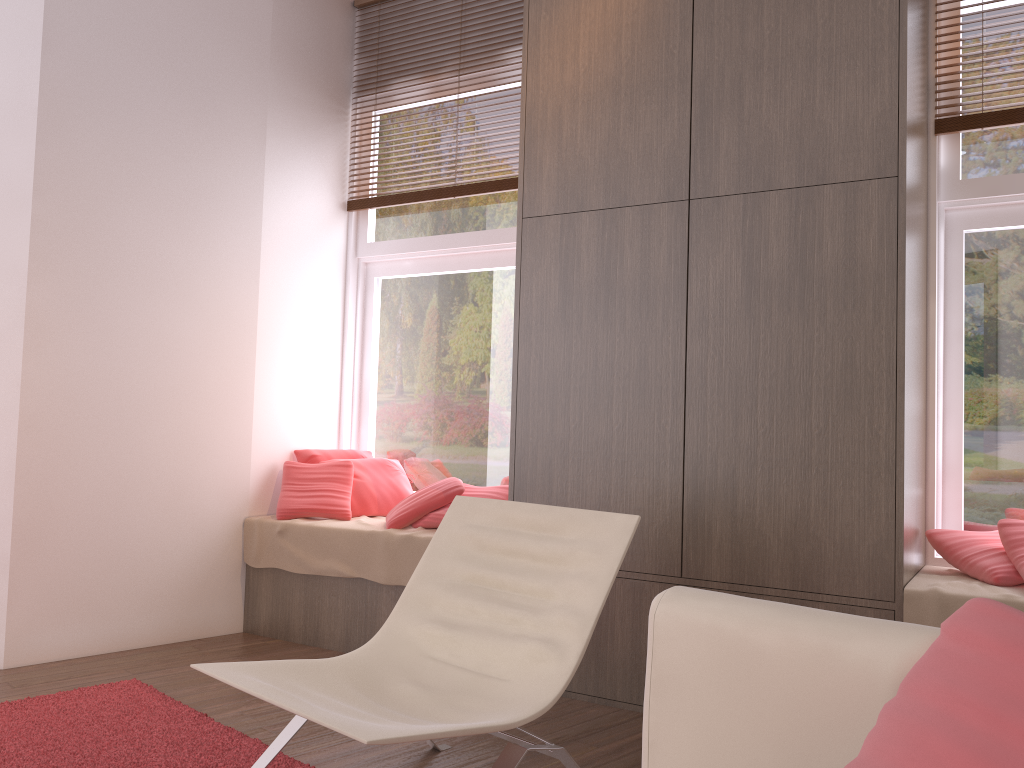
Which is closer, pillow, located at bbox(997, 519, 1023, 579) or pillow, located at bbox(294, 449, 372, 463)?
pillow, located at bbox(997, 519, 1023, 579)

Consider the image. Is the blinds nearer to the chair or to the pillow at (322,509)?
the pillow at (322,509)

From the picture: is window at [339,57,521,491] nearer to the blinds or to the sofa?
the blinds

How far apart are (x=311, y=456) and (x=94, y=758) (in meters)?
2.00

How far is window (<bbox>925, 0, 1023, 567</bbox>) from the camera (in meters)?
3.20

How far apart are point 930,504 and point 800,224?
1.2 meters

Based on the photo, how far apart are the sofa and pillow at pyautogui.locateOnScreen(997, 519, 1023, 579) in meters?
2.0

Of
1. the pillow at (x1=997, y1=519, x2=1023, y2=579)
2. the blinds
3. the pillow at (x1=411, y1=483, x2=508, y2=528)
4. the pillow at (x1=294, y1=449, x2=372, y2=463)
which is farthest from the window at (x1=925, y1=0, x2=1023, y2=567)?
the blinds

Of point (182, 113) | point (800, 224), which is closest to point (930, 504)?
point (800, 224)

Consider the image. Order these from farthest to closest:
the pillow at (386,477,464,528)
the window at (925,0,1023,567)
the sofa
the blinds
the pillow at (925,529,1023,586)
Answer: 1. the blinds
2. the pillow at (386,477,464,528)
3. the window at (925,0,1023,567)
4. the pillow at (925,529,1023,586)
5. the sofa
